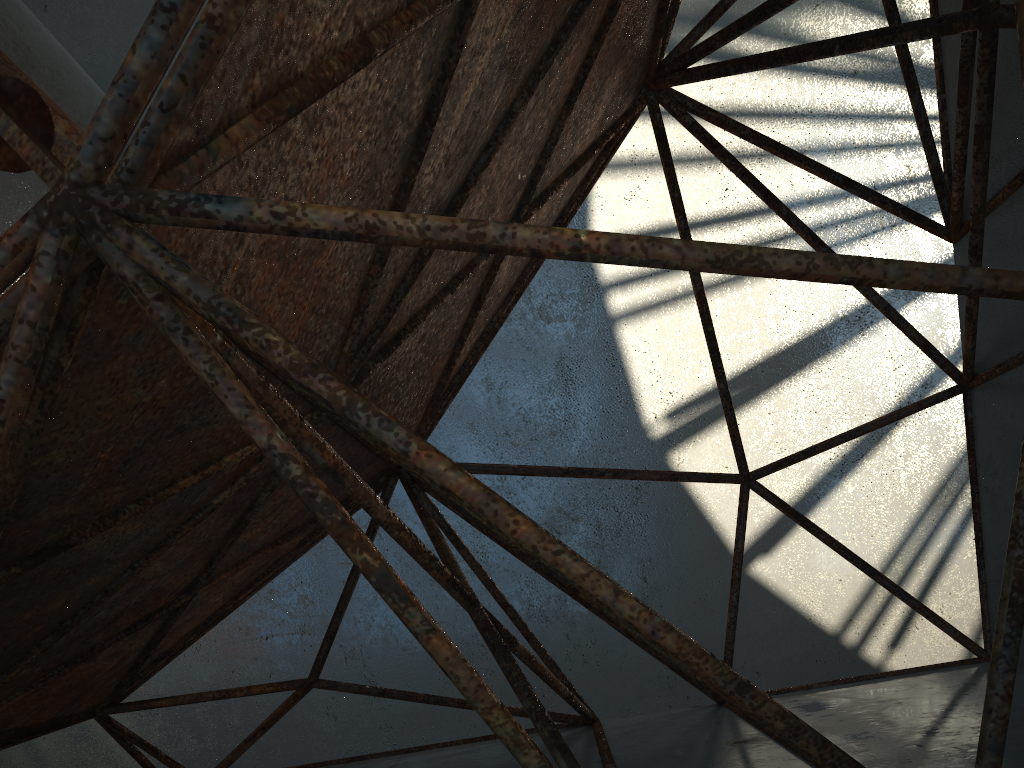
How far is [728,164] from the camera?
8.29m
